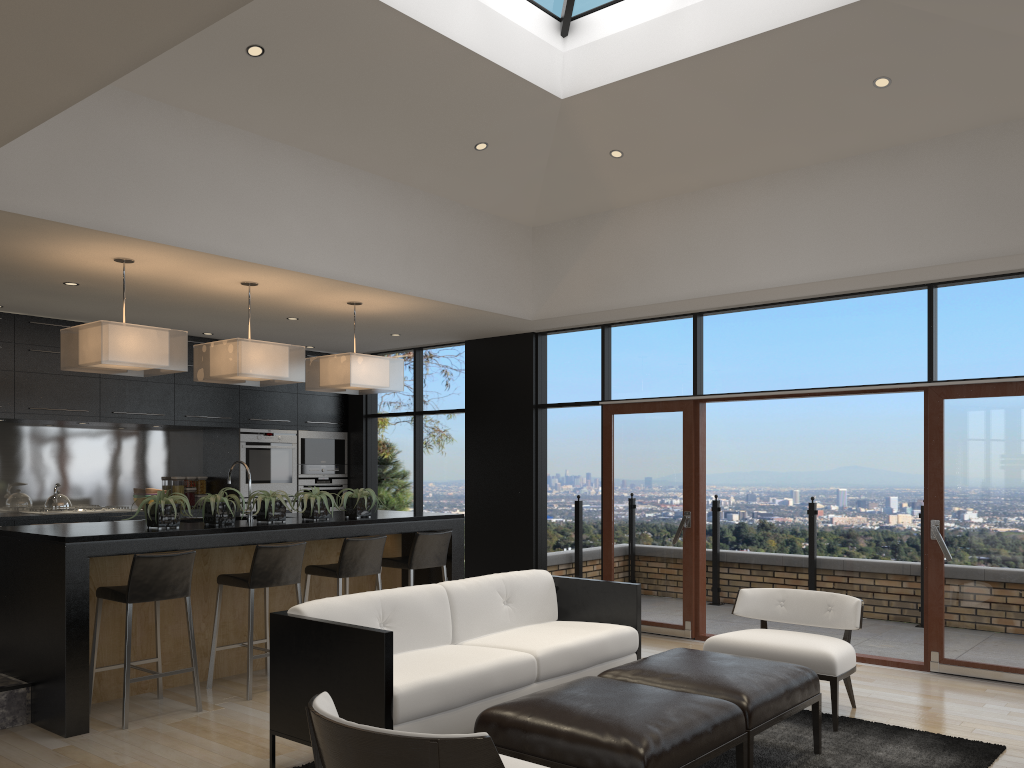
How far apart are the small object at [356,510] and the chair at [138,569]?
1.5m

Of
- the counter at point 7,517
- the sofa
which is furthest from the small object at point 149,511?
the counter at point 7,517

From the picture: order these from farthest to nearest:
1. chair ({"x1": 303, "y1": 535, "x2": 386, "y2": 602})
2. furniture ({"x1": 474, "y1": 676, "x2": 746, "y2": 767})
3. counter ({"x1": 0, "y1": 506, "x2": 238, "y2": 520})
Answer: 1. counter ({"x1": 0, "y1": 506, "x2": 238, "y2": 520})
2. chair ({"x1": 303, "y1": 535, "x2": 386, "y2": 602})
3. furniture ({"x1": 474, "y1": 676, "x2": 746, "y2": 767})

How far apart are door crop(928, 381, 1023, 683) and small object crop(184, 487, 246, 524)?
4.7m

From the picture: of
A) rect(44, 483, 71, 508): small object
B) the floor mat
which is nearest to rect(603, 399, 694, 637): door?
the floor mat

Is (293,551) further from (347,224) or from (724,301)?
(724,301)

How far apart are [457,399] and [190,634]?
4.5 meters

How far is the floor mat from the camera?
4.1 meters

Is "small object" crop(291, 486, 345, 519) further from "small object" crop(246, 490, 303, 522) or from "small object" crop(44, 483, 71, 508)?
"small object" crop(44, 483, 71, 508)

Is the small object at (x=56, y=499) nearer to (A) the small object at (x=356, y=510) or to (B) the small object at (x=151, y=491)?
(B) the small object at (x=151, y=491)
